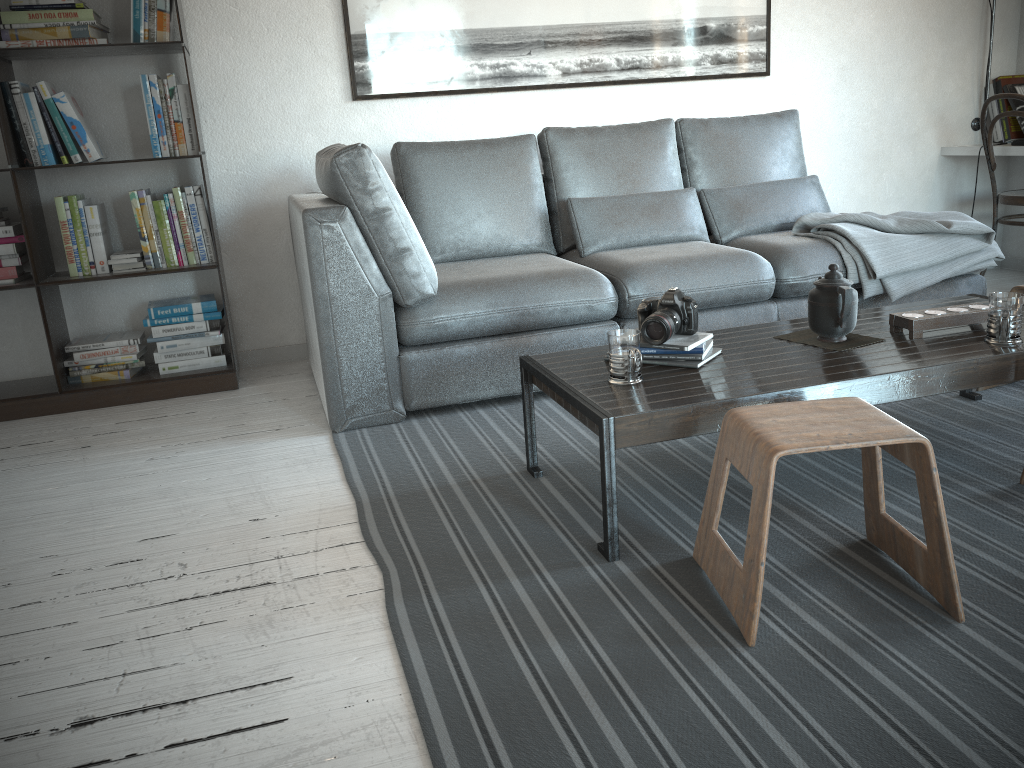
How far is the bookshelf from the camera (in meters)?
3.15

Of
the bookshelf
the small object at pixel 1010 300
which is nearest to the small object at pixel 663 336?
the small object at pixel 1010 300

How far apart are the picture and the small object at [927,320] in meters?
2.1 m

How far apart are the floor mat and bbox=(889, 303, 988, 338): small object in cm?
33

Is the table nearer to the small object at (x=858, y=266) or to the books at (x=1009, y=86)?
the small object at (x=858, y=266)

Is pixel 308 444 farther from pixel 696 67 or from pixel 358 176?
pixel 696 67

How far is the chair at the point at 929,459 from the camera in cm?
152

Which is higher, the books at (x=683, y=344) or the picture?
the picture

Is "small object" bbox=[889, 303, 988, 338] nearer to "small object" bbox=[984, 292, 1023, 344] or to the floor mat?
"small object" bbox=[984, 292, 1023, 344]

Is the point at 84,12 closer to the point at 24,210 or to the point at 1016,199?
the point at 24,210
